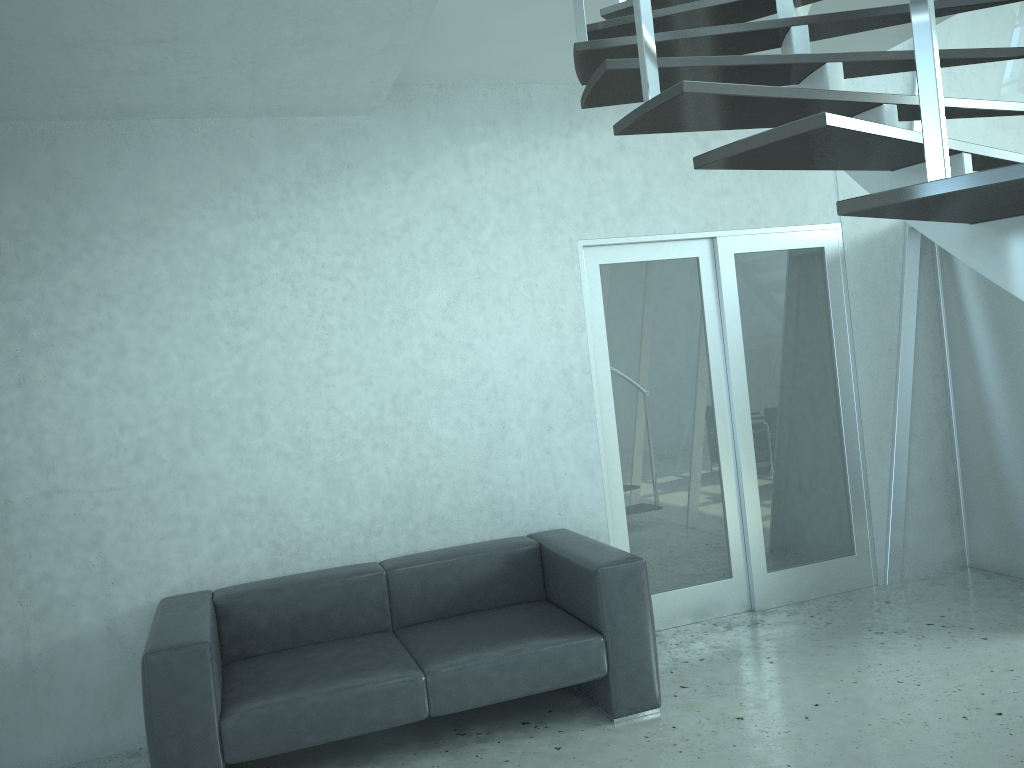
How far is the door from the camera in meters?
4.8

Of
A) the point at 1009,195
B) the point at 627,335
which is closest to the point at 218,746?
the point at 627,335

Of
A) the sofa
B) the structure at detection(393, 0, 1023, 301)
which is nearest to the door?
the sofa

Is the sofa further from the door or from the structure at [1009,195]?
the structure at [1009,195]

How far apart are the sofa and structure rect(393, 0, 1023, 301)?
1.94m

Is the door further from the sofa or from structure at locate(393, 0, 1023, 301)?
structure at locate(393, 0, 1023, 301)

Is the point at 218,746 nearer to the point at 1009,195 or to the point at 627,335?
the point at 627,335

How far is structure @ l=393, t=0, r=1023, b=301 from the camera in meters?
1.5

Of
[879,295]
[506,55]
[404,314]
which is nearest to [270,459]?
[404,314]

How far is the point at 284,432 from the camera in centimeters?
417cm
